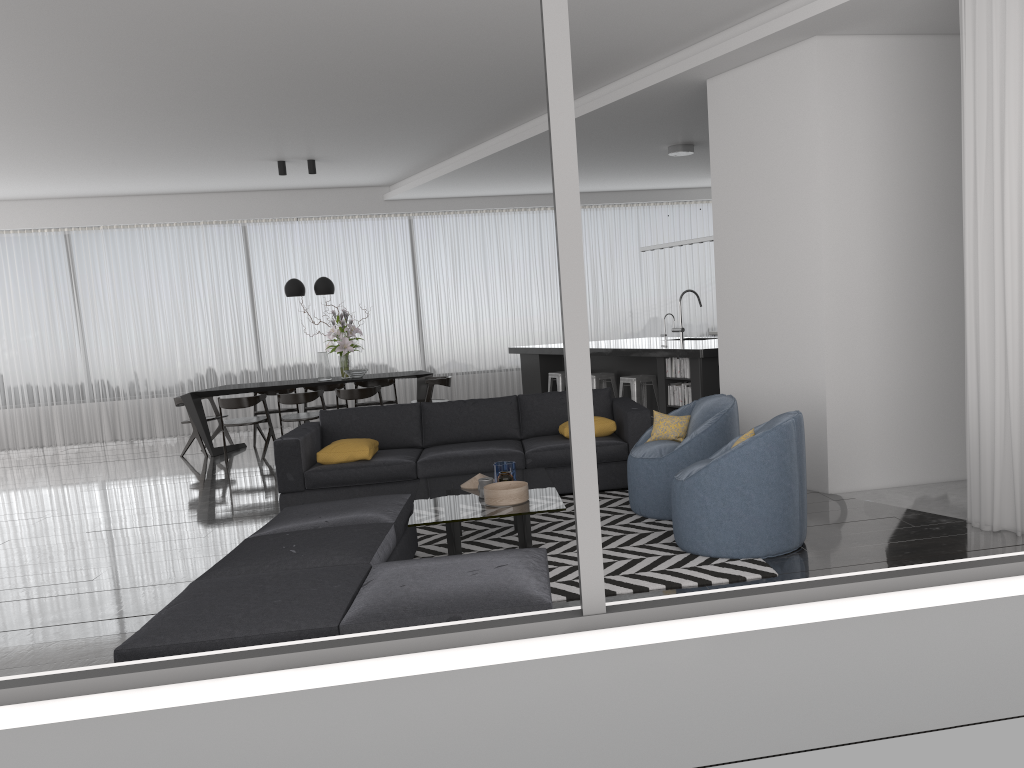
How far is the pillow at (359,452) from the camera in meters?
6.4 m

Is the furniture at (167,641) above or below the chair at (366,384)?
below

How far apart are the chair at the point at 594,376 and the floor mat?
3.2m

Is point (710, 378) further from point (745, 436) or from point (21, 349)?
point (21, 349)

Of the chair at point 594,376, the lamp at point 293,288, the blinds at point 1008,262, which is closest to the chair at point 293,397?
the lamp at point 293,288

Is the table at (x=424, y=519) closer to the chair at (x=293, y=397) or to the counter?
the counter

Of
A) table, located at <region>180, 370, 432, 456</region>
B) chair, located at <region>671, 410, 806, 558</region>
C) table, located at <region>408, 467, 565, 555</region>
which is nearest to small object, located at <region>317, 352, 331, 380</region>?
table, located at <region>180, 370, 432, 456</region>

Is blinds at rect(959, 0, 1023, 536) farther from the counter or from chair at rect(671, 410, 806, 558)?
the counter

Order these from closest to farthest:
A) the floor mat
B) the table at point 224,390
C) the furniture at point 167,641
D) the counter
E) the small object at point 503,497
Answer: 1. the furniture at point 167,641
2. the floor mat
3. the small object at point 503,497
4. the counter
5. the table at point 224,390

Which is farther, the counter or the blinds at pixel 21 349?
the blinds at pixel 21 349
